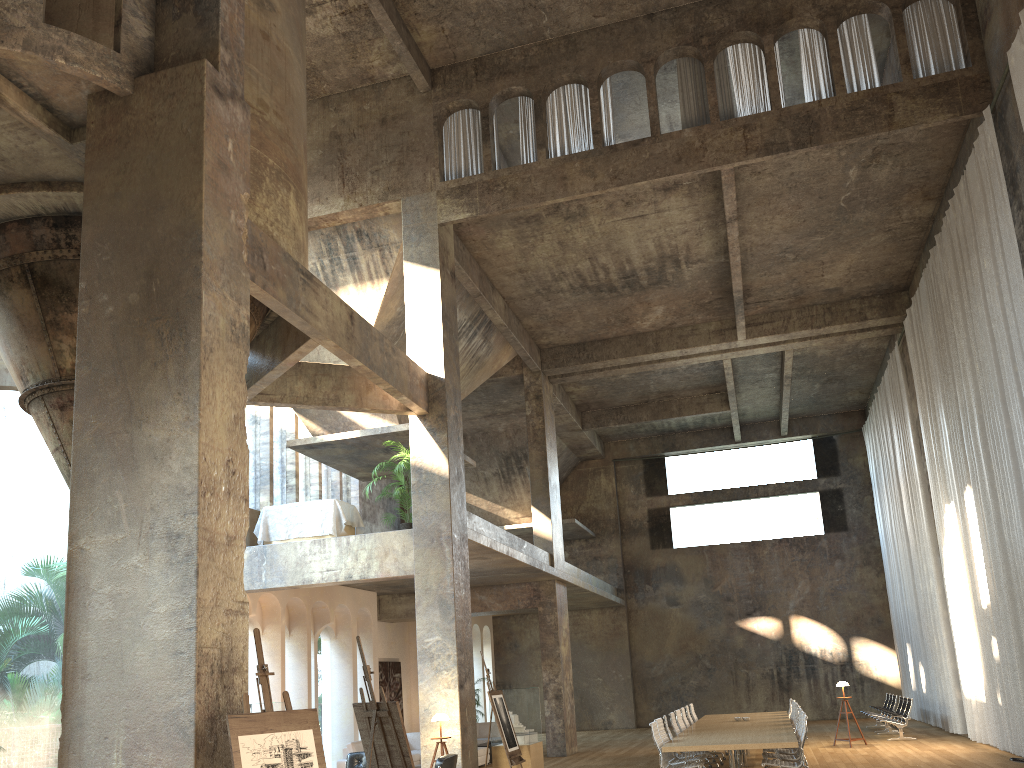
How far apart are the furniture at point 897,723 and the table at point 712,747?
3.39m

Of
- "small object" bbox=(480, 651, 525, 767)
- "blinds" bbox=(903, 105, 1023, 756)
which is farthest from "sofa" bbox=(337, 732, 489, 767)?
"blinds" bbox=(903, 105, 1023, 756)

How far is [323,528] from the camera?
14.5m

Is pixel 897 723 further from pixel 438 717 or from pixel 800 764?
pixel 438 717

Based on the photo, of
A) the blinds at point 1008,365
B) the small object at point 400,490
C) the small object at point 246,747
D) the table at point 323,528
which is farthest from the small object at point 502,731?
the blinds at point 1008,365

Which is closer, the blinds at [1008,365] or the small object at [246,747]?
the small object at [246,747]

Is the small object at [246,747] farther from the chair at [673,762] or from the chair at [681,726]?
the chair at [681,726]

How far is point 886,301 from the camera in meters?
19.2

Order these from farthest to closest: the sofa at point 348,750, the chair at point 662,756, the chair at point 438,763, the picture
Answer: the picture → the sofa at point 348,750 → the chair at point 662,756 → the chair at point 438,763

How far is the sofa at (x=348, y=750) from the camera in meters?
15.7 m
